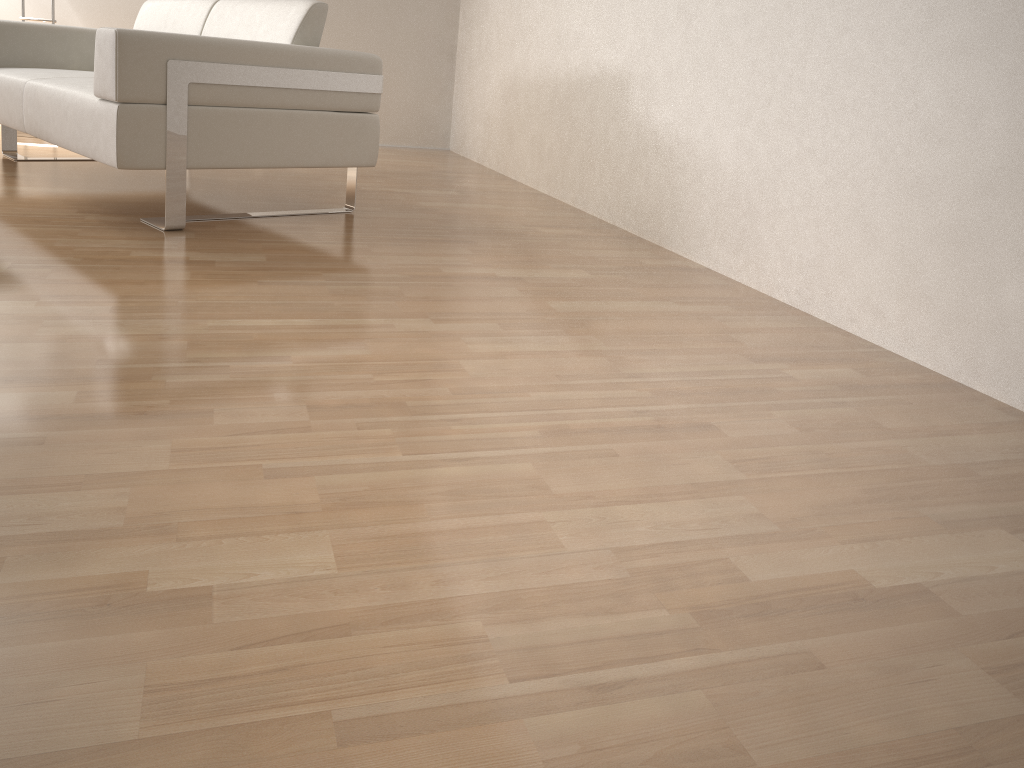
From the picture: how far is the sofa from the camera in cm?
242

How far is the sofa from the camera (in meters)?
2.42

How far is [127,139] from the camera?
2.4m
